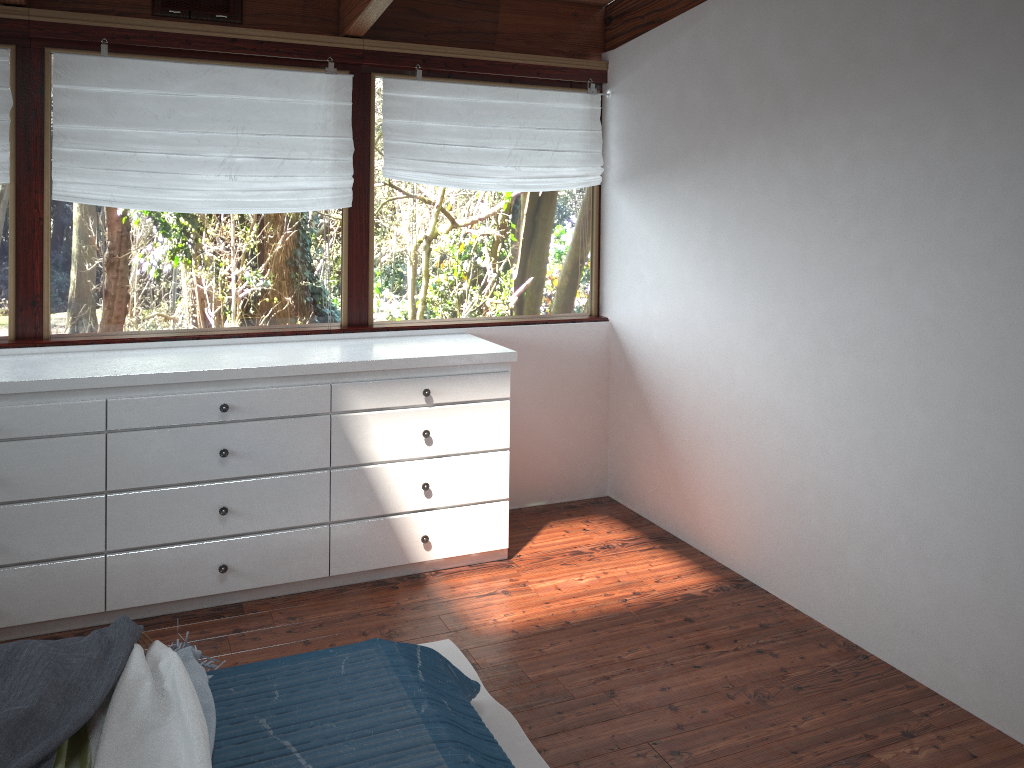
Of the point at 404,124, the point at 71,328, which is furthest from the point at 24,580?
the point at 404,124

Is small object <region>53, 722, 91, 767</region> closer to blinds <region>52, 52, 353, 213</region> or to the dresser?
the dresser

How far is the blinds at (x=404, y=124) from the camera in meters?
4.0 m

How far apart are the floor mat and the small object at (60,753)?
1.1m

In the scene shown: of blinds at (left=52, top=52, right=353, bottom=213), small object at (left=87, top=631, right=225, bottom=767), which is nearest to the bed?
small object at (left=87, top=631, right=225, bottom=767)

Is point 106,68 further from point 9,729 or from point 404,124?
point 9,729

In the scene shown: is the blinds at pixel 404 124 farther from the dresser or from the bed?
the bed

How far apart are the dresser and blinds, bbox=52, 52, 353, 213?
0.6m

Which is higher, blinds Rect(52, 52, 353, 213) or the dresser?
blinds Rect(52, 52, 353, 213)

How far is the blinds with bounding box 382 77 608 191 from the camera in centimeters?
395cm
